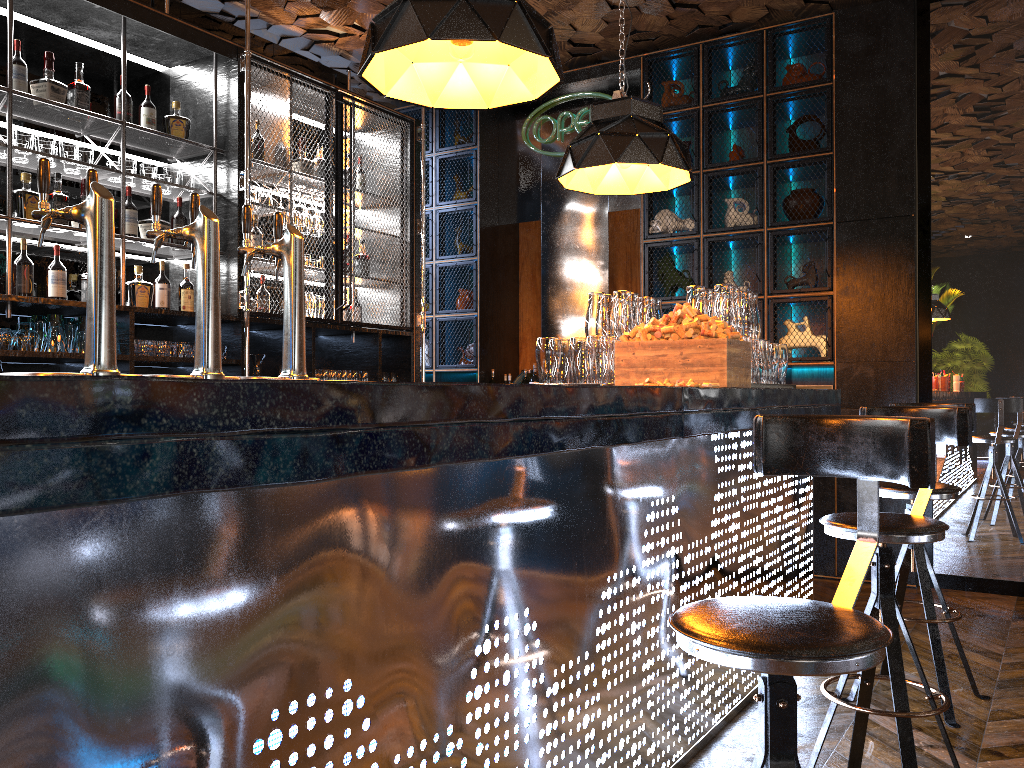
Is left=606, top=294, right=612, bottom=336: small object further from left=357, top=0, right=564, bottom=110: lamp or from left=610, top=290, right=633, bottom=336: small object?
left=357, top=0, right=564, bottom=110: lamp

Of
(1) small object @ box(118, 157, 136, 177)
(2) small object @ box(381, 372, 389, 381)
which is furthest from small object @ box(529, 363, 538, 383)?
(1) small object @ box(118, 157, 136, 177)

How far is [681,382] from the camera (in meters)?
2.97

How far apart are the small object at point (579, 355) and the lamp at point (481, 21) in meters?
1.1

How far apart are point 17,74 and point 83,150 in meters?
0.4

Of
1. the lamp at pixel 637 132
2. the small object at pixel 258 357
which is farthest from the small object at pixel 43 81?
the lamp at pixel 637 132

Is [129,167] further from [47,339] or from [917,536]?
[917,536]

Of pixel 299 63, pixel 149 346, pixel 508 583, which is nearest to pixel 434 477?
pixel 508 583

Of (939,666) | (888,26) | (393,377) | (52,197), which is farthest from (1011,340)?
(52,197)

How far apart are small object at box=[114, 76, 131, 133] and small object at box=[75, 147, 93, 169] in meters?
0.3 m
